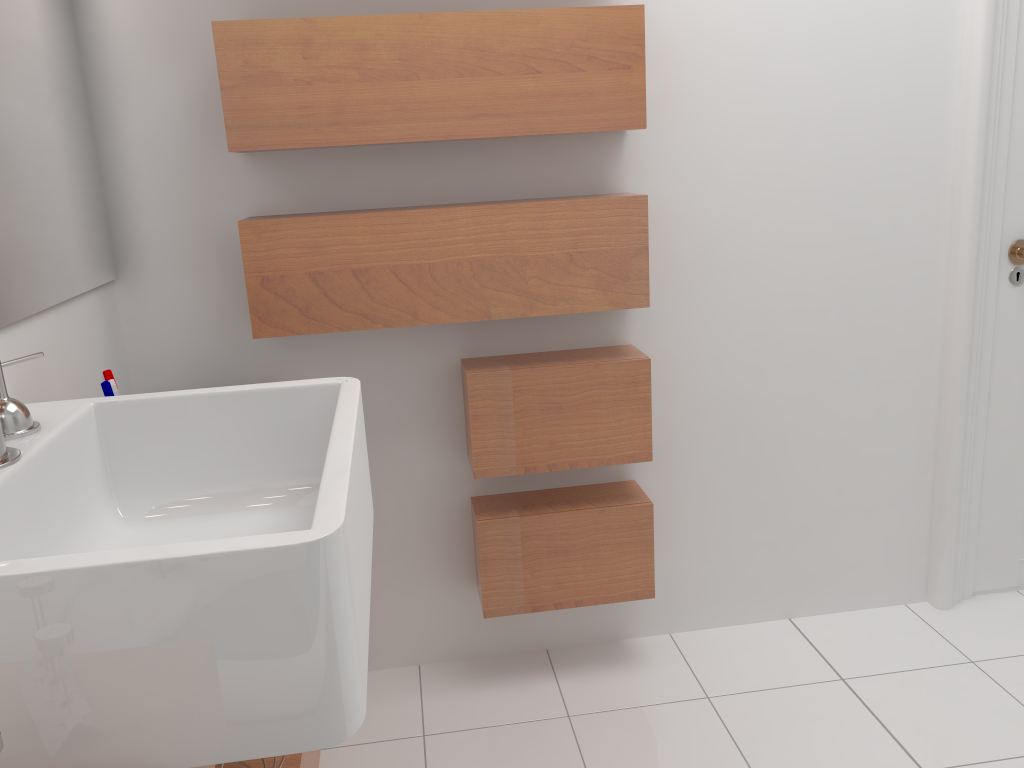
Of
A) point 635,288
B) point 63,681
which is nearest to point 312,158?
point 635,288

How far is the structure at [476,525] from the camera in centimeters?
206cm

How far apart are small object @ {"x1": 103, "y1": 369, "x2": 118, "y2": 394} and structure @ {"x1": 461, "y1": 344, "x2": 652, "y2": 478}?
0.7 meters

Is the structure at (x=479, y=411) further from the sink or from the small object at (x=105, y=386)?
the small object at (x=105, y=386)

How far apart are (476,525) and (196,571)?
1.28m

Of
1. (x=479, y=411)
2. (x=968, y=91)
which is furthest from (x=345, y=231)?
(x=968, y=91)

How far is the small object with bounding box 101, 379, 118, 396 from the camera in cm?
146

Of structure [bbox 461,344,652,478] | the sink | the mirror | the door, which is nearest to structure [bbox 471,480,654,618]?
structure [bbox 461,344,652,478]

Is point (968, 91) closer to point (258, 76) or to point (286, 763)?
point (258, 76)

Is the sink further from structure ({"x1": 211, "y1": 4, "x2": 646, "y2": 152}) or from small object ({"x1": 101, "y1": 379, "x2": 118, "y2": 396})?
structure ({"x1": 211, "y1": 4, "x2": 646, "y2": 152})
